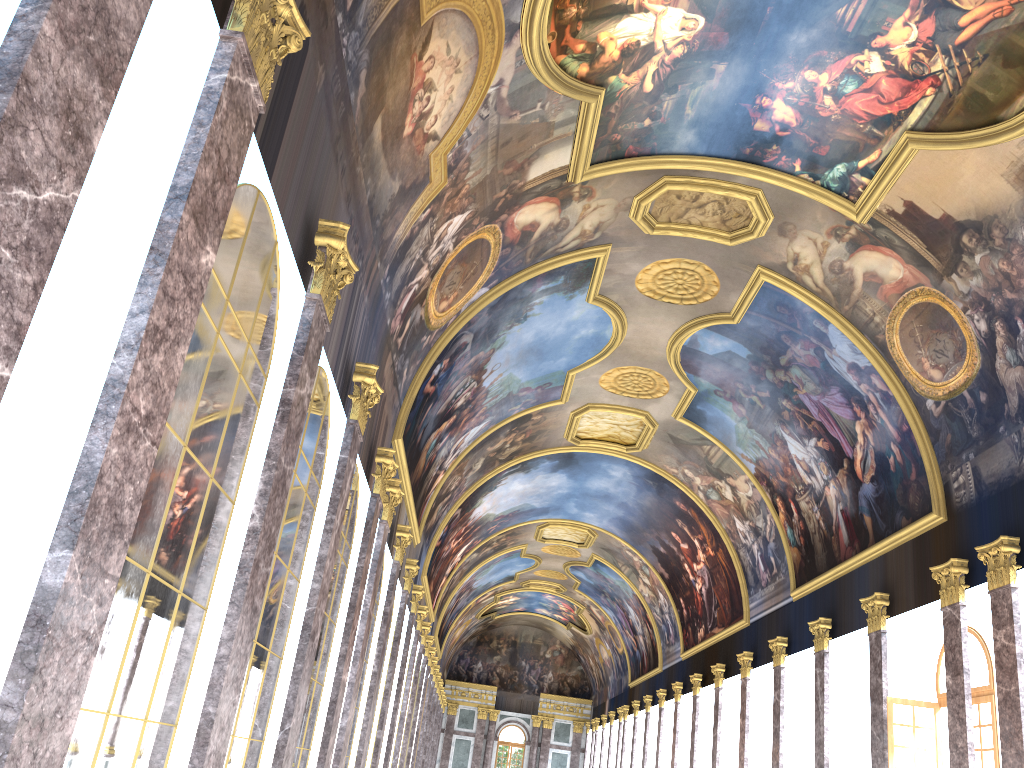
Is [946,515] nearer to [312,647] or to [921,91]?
[921,91]

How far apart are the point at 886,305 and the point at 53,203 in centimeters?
1769cm

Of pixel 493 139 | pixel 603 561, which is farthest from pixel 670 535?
pixel 493 139
